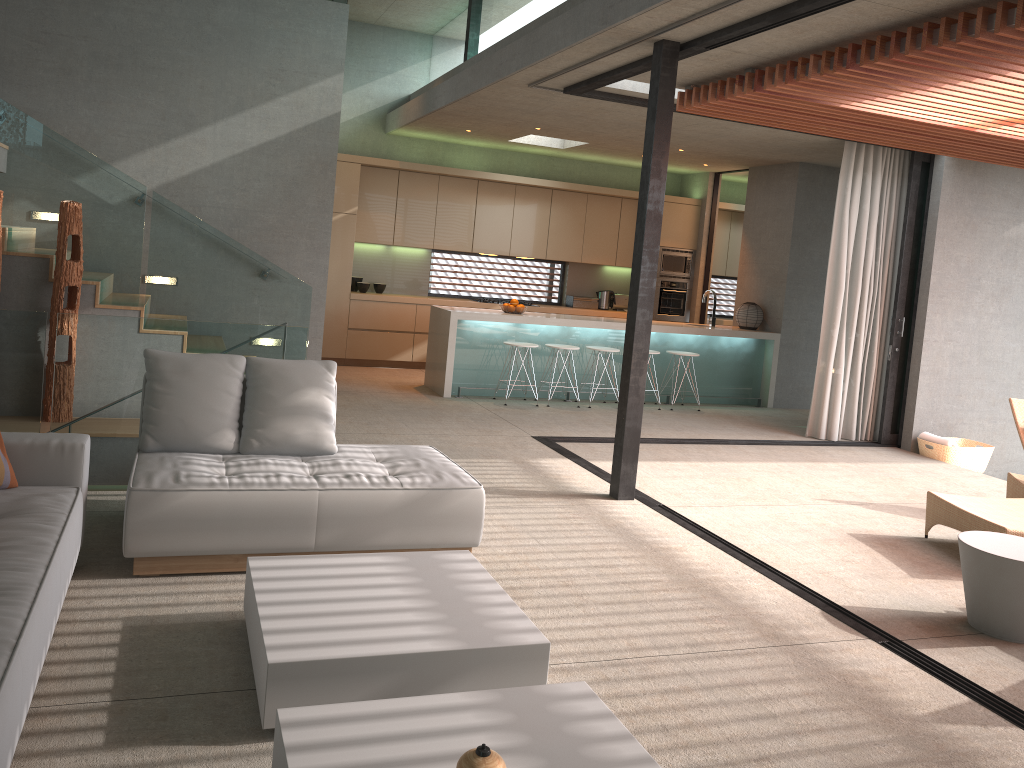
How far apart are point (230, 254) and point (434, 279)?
5.02m

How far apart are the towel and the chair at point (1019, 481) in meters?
1.9

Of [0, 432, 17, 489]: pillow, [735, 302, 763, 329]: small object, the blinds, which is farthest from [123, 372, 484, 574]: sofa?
[735, 302, 763, 329]: small object

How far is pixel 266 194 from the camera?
8.3m

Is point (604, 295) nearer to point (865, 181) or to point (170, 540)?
point (865, 181)

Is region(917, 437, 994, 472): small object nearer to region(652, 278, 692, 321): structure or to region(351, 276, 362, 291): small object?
region(652, 278, 692, 321): structure

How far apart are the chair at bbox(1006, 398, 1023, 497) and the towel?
1.85m

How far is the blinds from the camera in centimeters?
853cm

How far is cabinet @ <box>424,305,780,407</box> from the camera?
9.3 meters

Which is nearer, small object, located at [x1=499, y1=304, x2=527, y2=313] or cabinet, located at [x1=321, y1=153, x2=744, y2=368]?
small object, located at [x1=499, y1=304, x2=527, y2=313]
